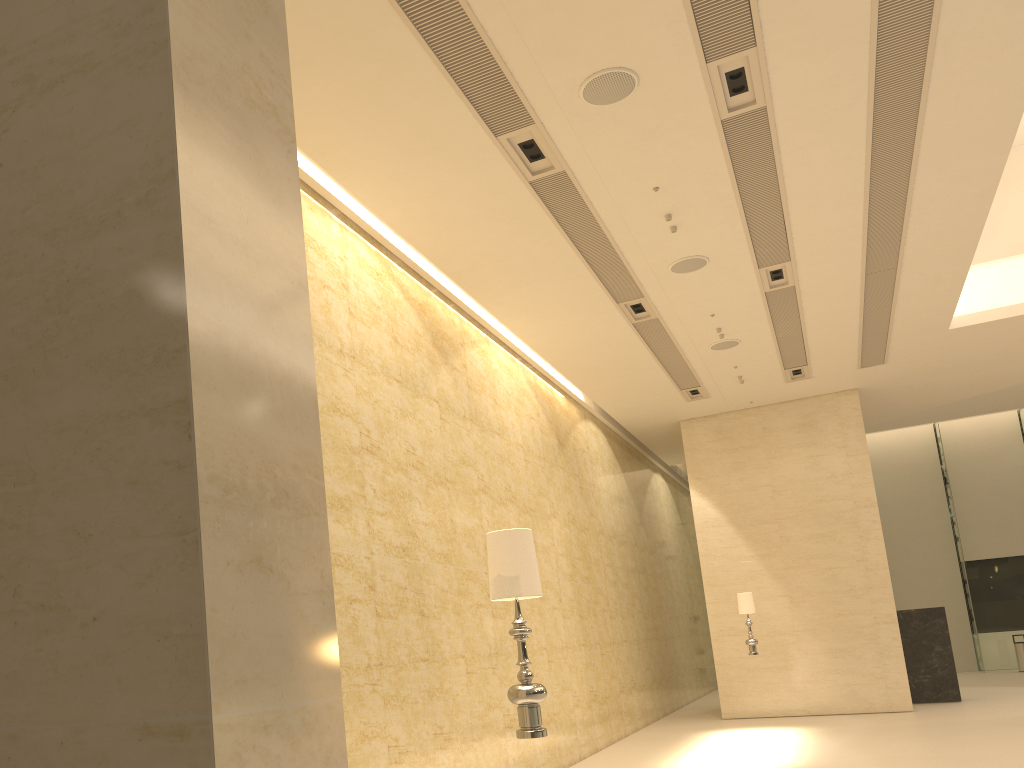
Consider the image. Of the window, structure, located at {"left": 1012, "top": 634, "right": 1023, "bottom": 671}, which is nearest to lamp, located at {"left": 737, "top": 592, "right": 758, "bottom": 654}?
structure, located at {"left": 1012, "top": 634, "right": 1023, "bottom": 671}

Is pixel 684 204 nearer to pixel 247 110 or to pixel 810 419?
pixel 247 110

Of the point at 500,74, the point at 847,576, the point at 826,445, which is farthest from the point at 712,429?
the point at 500,74

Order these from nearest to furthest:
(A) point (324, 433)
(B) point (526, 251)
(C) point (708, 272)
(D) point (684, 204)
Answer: (A) point (324, 433) → (D) point (684, 204) → (B) point (526, 251) → (C) point (708, 272)

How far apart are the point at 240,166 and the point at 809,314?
12.2m

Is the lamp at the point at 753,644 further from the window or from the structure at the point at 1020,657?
the window

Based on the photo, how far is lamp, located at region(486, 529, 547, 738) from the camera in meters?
4.1 m

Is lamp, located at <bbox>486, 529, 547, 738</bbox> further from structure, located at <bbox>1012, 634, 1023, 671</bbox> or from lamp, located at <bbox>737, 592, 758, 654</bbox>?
structure, located at <bbox>1012, 634, 1023, 671</bbox>

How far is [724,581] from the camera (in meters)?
17.03

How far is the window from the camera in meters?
24.5
